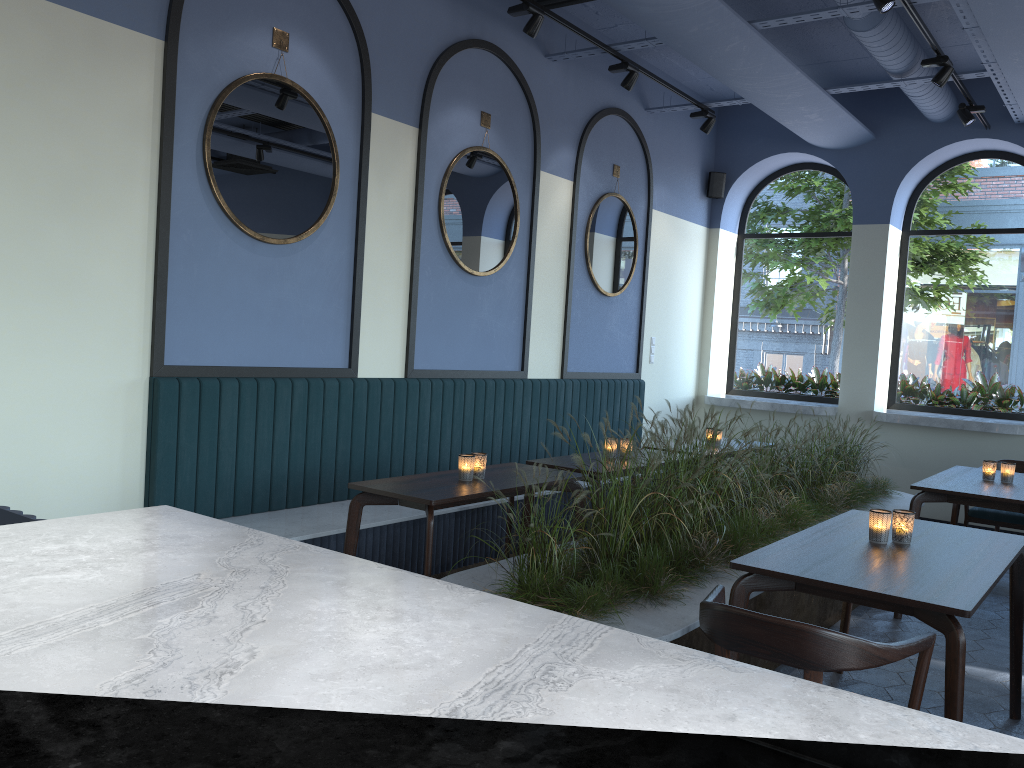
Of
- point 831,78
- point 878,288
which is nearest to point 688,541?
point 878,288

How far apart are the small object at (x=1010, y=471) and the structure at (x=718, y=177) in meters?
4.3 m

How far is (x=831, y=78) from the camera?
7.8m

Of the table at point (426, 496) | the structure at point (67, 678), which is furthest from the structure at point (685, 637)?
the structure at point (67, 678)

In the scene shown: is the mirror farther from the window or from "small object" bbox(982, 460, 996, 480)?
"small object" bbox(982, 460, 996, 480)

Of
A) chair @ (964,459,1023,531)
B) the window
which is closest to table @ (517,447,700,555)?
chair @ (964,459,1023,531)

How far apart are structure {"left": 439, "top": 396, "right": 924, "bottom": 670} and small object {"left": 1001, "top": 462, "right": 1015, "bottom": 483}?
0.77m

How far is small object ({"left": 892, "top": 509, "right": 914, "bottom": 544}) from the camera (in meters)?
3.29

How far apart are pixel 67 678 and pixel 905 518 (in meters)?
3.13

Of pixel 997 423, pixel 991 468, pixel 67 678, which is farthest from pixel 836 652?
pixel 997 423
